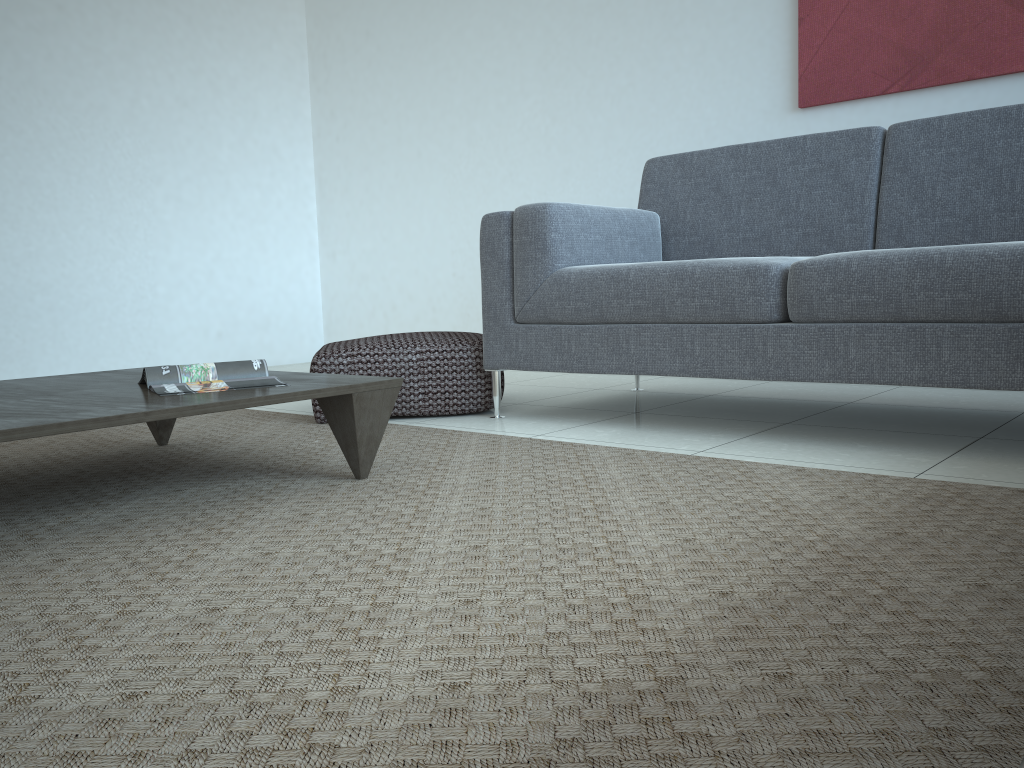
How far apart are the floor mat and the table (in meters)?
0.03

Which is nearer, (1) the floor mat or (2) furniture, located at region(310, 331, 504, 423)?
(1) the floor mat

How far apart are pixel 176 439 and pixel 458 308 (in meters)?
2.48

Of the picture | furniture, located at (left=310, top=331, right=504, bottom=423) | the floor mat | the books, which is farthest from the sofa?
the books

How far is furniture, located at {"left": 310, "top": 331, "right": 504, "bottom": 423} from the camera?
2.80m

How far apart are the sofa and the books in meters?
0.9

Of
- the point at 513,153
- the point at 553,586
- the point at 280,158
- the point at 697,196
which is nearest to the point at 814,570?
the point at 553,586

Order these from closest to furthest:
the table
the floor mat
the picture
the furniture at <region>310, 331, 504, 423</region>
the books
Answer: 1. the floor mat
2. the table
3. the books
4. the furniture at <region>310, 331, 504, 423</region>
5. the picture

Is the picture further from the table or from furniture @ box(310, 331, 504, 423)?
the table

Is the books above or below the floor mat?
above
